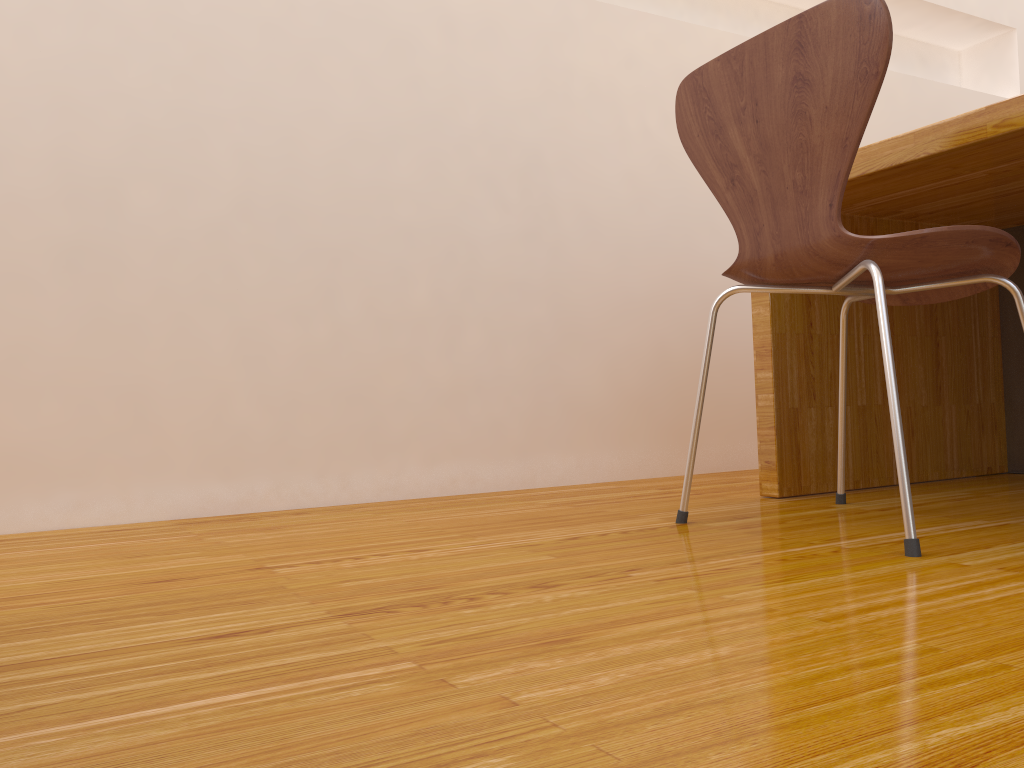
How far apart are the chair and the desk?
0.14m

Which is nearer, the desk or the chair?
the chair

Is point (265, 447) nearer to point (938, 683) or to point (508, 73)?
point (508, 73)

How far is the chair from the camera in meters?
1.1

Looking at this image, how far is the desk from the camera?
1.4m

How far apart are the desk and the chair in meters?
0.1

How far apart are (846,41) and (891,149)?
0.4 meters

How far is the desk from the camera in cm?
144

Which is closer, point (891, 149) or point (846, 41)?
point (846, 41)

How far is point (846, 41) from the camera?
1.1m
